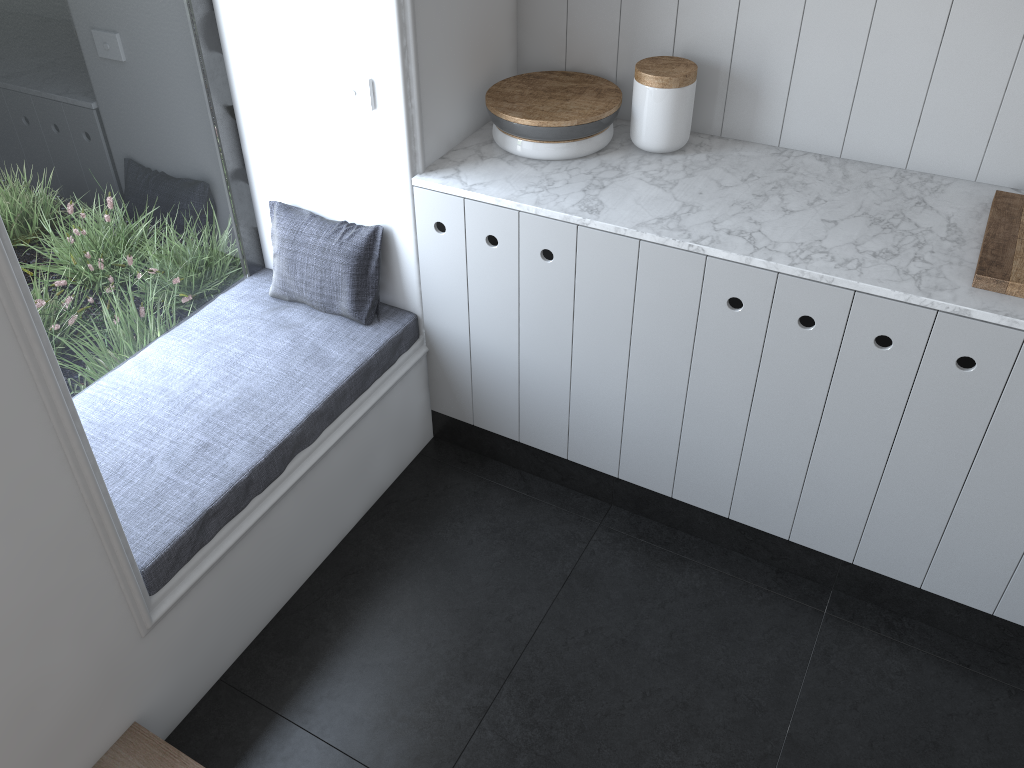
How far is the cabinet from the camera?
1.86m

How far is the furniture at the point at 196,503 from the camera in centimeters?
191cm

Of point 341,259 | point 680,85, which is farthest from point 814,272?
point 341,259

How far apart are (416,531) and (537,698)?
0.6 meters

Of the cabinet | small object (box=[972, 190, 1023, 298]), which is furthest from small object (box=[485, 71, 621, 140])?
small object (box=[972, 190, 1023, 298])

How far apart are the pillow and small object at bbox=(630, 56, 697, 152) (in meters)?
0.70

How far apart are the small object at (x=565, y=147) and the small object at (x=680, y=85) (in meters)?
0.07

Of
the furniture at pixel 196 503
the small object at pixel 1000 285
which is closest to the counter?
the small object at pixel 1000 285

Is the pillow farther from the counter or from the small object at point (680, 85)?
the small object at point (680, 85)

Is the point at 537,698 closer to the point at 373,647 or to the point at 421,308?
the point at 373,647
